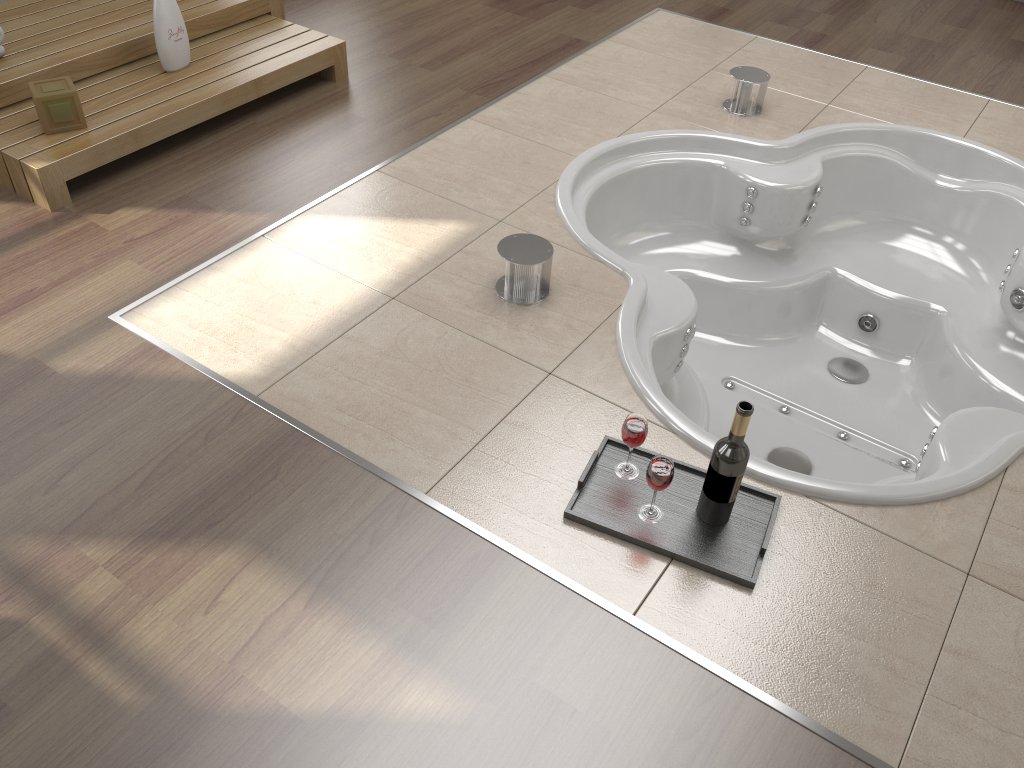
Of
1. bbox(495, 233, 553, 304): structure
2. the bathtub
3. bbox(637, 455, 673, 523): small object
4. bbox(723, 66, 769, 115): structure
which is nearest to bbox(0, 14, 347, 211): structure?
the bathtub

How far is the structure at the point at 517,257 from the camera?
2.31m

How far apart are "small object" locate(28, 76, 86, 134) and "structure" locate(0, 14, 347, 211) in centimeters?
2cm

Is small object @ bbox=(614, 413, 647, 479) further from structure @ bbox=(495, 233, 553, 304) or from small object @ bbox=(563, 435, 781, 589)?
structure @ bbox=(495, 233, 553, 304)

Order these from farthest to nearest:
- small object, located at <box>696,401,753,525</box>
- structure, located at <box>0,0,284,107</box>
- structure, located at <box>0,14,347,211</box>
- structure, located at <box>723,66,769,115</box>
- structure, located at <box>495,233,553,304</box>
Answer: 1. structure, located at <box>723,66,769,115</box>
2. structure, located at <box>0,0,284,107</box>
3. structure, located at <box>0,14,347,211</box>
4. structure, located at <box>495,233,553,304</box>
5. small object, located at <box>696,401,753,525</box>

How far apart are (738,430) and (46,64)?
2.5 meters

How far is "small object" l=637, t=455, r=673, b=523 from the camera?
1.7m

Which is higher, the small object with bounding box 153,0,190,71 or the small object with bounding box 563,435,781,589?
the small object with bounding box 153,0,190,71

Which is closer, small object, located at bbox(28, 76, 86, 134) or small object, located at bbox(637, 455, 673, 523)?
small object, located at bbox(637, 455, 673, 523)

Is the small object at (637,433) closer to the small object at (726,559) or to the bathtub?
the small object at (726,559)
